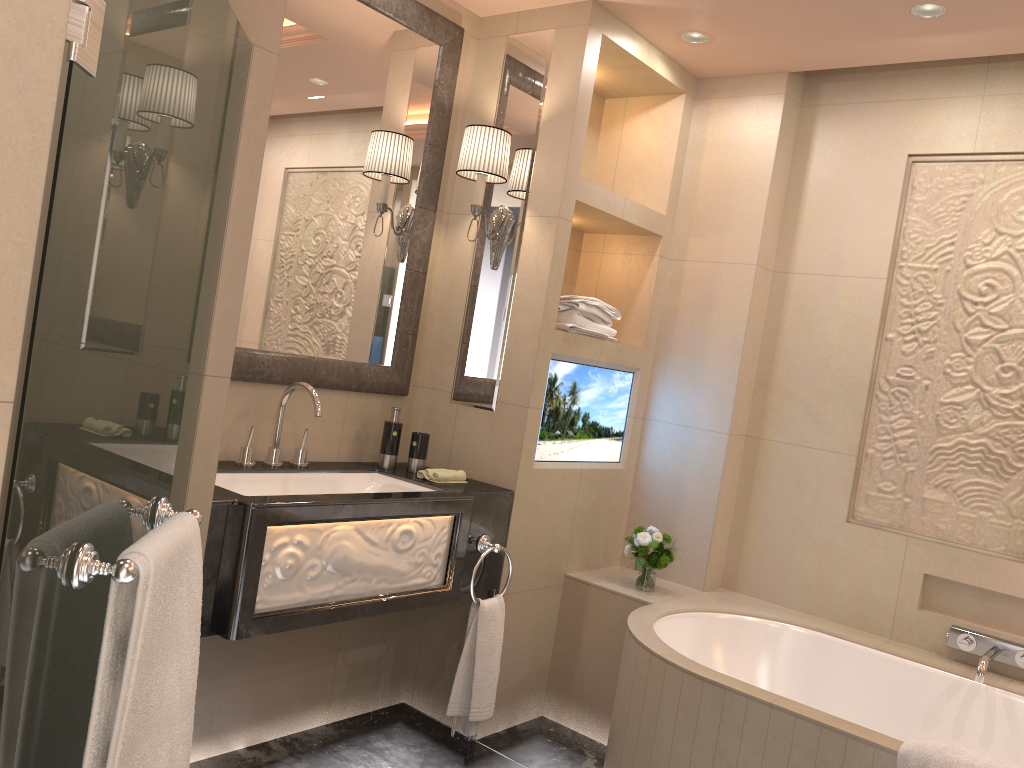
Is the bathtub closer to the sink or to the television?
the television

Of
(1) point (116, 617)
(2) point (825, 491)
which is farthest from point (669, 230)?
(1) point (116, 617)

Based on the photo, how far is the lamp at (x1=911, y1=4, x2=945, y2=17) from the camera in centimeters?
260cm

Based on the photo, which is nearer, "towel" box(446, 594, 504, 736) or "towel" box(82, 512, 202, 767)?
"towel" box(82, 512, 202, 767)

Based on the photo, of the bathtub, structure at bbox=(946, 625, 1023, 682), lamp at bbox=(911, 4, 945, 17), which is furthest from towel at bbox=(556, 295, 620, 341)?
structure at bbox=(946, 625, 1023, 682)

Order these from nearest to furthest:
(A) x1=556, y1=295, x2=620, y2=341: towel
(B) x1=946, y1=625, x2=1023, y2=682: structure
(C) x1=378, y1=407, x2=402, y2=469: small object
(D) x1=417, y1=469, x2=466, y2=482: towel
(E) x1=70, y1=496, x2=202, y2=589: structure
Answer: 1. (E) x1=70, y1=496, x2=202, y2=589: structure
2. (B) x1=946, y1=625, x2=1023, y2=682: structure
3. (D) x1=417, y1=469, x2=466, y2=482: towel
4. (C) x1=378, y1=407, x2=402, y2=469: small object
5. (A) x1=556, y1=295, x2=620, y2=341: towel

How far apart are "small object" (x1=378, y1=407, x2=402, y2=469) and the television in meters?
0.5 m

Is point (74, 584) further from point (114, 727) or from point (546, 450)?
point (546, 450)

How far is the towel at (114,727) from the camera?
1.2m

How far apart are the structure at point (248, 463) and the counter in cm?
2
